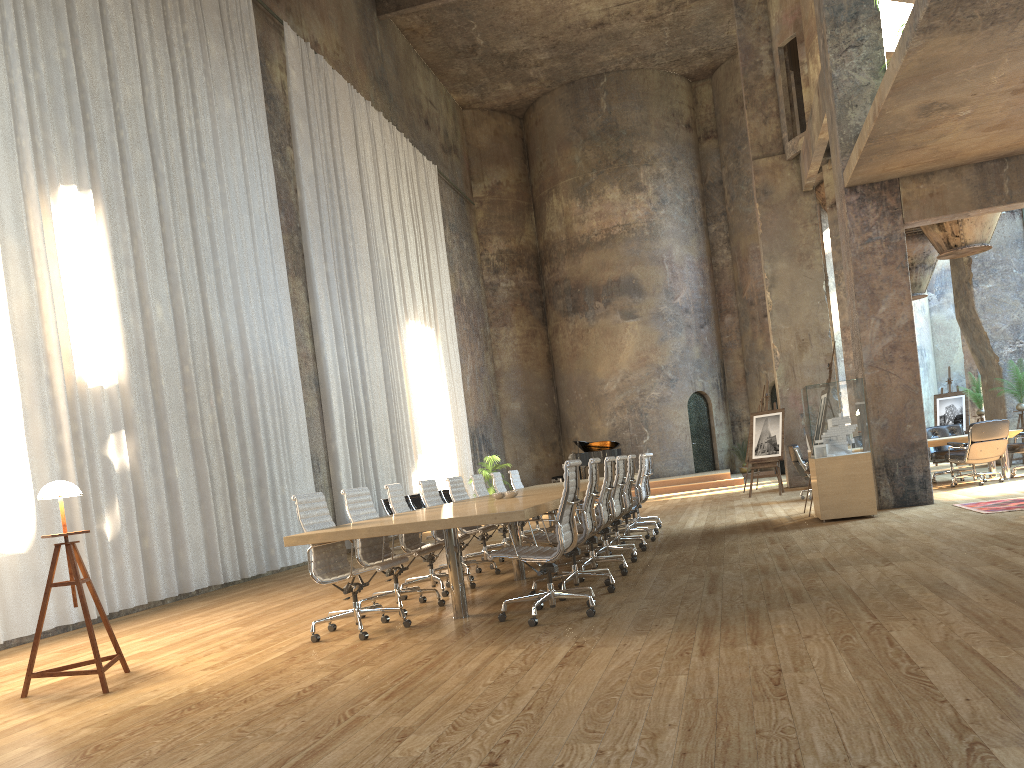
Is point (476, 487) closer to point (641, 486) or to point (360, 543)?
point (641, 486)

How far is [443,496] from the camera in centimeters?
1675cm

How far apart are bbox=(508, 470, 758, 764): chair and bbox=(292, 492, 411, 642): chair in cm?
585

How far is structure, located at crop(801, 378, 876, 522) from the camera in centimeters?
968cm

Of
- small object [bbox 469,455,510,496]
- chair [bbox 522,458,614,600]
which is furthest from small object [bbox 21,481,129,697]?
small object [bbox 469,455,510,496]

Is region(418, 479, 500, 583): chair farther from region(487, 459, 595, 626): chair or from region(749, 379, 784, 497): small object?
region(749, 379, 784, 497): small object

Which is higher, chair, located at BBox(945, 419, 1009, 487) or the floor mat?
chair, located at BBox(945, 419, 1009, 487)

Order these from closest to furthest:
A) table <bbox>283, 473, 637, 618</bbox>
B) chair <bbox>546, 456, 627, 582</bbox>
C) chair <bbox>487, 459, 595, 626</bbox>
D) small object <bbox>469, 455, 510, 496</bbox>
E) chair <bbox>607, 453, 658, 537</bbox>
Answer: table <bbox>283, 473, 637, 618</bbox> < chair <bbox>487, 459, 595, 626</bbox> < chair <bbox>546, 456, 627, 582</bbox> < chair <bbox>607, 453, 658, 537</bbox> < small object <bbox>469, 455, 510, 496</bbox>

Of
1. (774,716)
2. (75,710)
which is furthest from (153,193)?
(774,716)

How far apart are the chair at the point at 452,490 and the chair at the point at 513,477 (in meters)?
2.44
